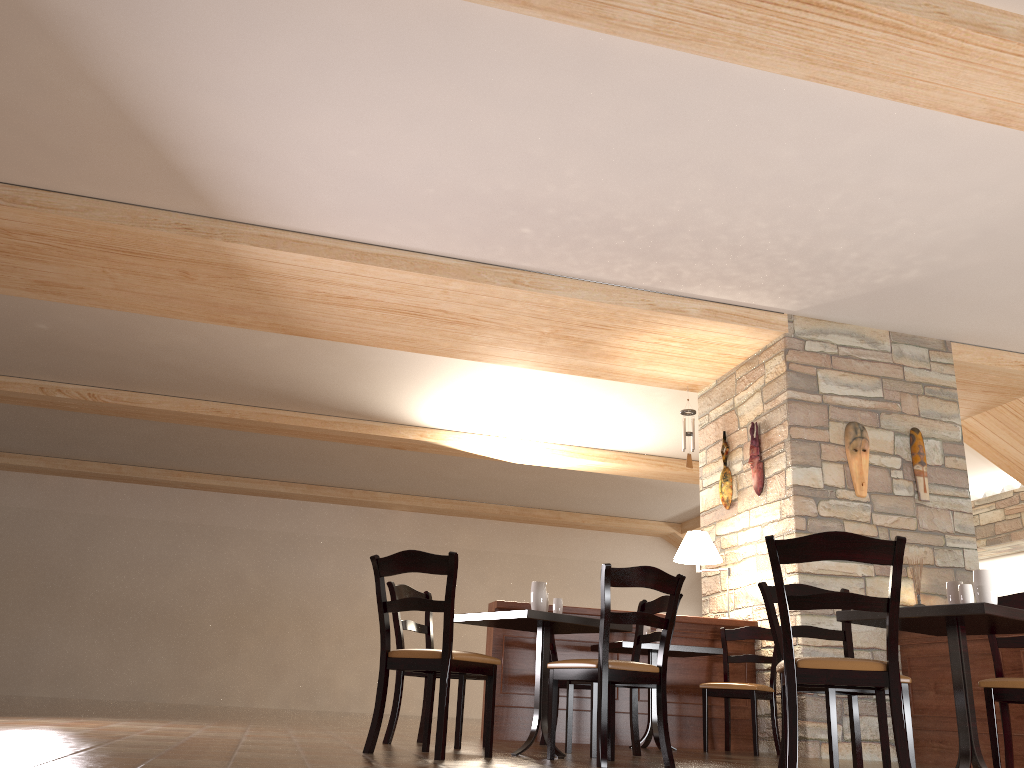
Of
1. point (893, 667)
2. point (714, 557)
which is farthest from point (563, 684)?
point (893, 667)

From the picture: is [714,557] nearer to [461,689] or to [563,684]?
[563,684]

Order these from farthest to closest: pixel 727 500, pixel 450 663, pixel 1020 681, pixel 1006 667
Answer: pixel 727 500 → pixel 1006 667 → pixel 450 663 → pixel 1020 681

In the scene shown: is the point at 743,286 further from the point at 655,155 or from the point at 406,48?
the point at 406,48

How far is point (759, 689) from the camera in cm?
583

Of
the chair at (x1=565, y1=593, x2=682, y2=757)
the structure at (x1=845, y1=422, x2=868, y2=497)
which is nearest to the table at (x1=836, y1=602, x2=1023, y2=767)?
the chair at (x1=565, y1=593, x2=682, y2=757)

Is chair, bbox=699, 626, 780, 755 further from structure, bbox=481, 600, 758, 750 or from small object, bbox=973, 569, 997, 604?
small object, bbox=973, 569, 997, 604

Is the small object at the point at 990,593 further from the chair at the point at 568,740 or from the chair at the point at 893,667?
the chair at the point at 568,740

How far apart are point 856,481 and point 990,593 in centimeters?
322cm

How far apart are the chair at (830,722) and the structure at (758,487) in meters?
2.6
